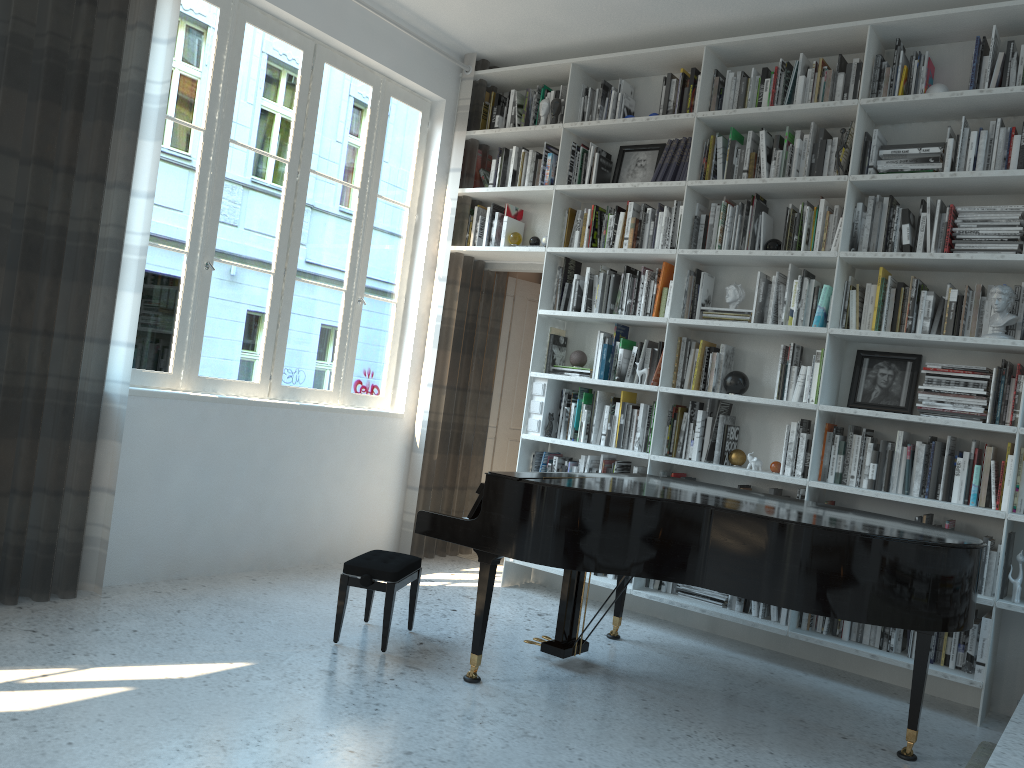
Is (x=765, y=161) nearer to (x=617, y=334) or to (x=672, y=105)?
(x=672, y=105)

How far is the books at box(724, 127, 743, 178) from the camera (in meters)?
4.74

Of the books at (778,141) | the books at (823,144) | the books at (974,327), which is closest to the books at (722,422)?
the books at (974,327)

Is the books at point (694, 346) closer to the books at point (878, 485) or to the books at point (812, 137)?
the books at point (878, 485)

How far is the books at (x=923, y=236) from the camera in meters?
4.2

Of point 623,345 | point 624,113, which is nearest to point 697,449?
point 623,345

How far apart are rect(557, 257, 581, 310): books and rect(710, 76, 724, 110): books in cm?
117

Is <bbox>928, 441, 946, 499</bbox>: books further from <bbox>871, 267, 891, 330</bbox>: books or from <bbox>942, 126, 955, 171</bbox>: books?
<bbox>942, 126, 955, 171</bbox>: books

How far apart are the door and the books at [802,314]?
1.8 meters

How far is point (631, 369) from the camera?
5.0m
